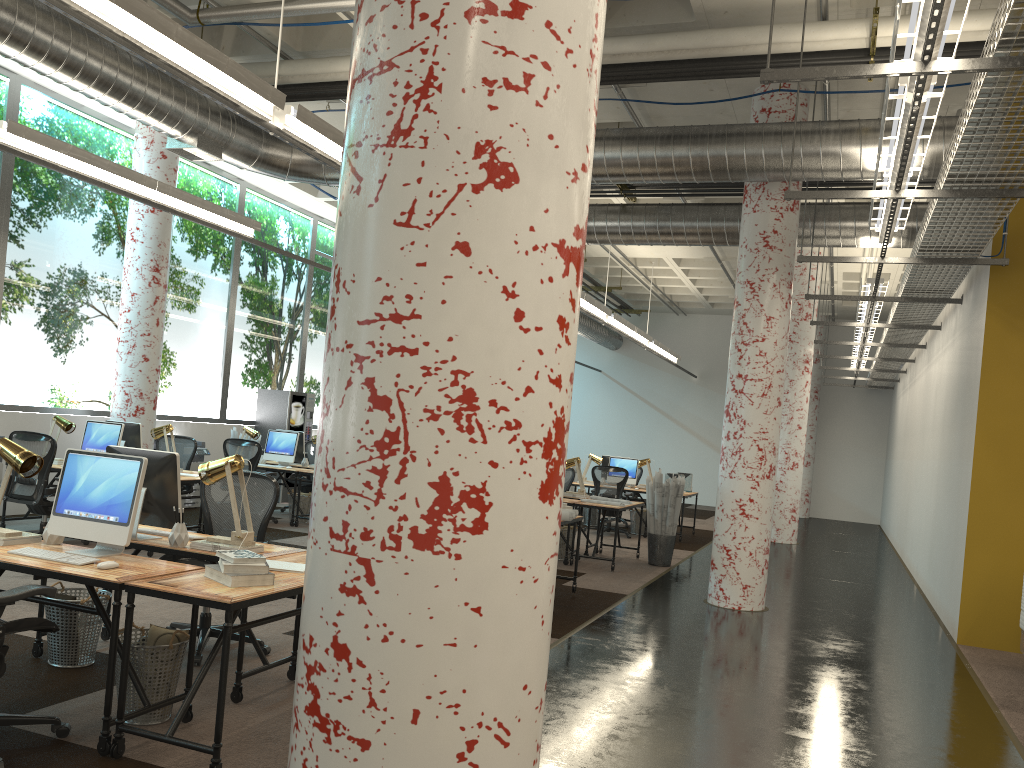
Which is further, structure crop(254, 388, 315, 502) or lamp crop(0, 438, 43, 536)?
structure crop(254, 388, 315, 502)

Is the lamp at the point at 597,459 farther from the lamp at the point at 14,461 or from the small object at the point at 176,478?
the lamp at the point at 14,461

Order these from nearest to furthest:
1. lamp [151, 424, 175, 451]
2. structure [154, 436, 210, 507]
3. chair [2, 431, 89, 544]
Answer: chair [2, 431, 89, 544]
lamp [151, 424, 175, 451]
structure [154, 436, 210, 507]

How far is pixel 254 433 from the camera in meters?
12.0

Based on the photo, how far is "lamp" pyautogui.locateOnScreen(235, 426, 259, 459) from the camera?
12.0m

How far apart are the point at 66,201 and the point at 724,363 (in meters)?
16.49

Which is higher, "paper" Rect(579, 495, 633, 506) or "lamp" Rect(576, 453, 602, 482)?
"lamp" Rect(576, 453, 602, 482)

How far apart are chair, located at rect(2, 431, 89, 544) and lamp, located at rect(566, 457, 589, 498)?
5.81m

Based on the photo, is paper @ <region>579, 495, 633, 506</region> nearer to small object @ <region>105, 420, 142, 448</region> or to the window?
small object @ <region>105, 420, 142, 448</region>

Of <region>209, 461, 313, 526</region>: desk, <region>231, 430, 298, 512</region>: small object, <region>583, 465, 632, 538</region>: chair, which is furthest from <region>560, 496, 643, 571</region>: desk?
<region>231, 430, 298, 512</region>: small object
